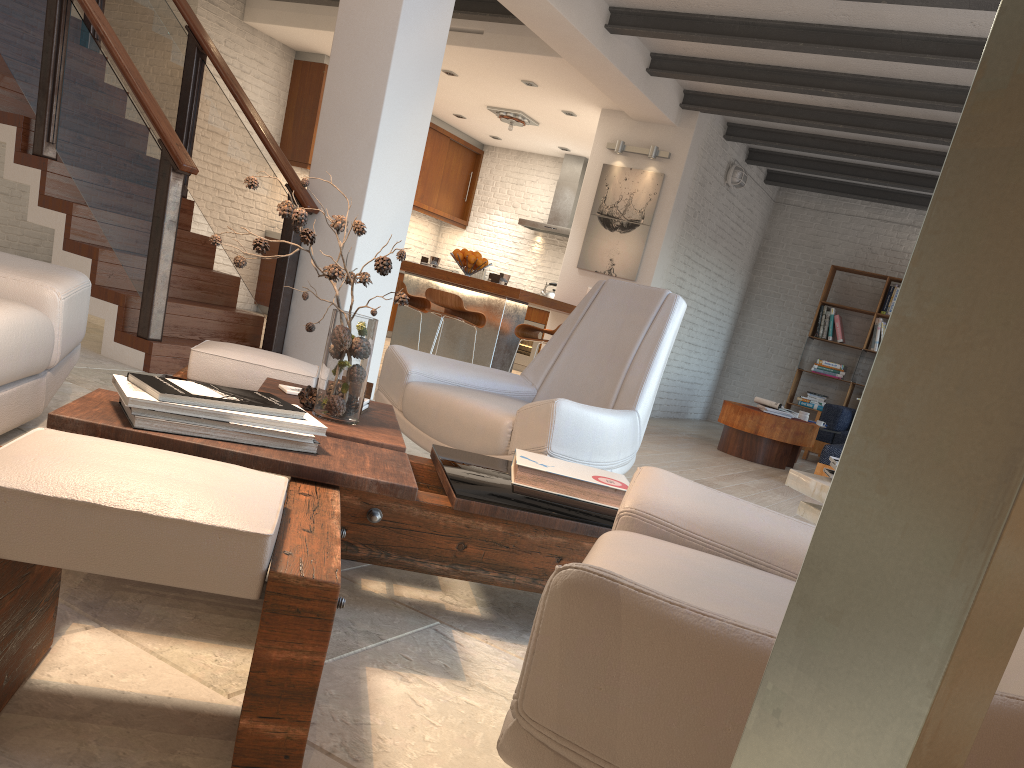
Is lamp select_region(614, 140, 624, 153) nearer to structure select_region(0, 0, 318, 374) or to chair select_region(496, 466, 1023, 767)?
structure select_region(0, 0, 318, 374)

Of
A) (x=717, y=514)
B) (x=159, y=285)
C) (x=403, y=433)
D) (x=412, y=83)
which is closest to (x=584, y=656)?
(x=717, y=514)

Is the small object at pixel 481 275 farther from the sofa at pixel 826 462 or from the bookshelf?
the sofa at pixel 826 462

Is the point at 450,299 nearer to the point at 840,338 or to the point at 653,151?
the point at 653,151

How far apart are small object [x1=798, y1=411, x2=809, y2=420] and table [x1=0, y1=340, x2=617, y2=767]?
6.5 meters

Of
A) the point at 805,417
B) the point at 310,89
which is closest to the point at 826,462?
the point at 805,417

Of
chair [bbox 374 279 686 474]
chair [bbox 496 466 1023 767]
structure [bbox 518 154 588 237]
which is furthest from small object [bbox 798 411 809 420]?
chair [bbox 496 466 1023 767]

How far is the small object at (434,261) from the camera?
7.5m

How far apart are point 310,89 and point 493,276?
4.3m

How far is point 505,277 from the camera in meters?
7.2
